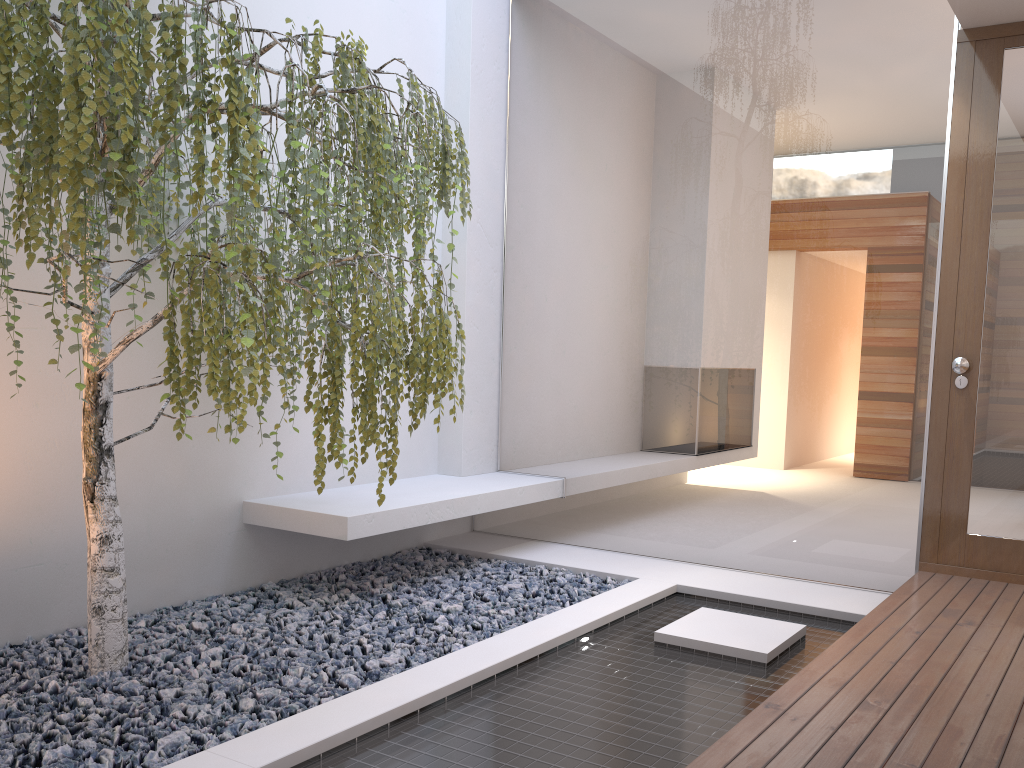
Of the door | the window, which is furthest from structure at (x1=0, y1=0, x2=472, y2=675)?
the door

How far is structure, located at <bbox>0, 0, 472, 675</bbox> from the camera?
2.10m

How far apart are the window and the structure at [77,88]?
1.3 meters

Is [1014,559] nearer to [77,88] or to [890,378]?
[890,378]

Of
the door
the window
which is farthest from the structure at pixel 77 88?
the door

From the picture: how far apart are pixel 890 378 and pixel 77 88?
3.19m

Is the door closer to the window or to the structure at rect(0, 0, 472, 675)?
the window

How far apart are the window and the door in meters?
0.1 m

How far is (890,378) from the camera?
3.73m

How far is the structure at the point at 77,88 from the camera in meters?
2.1
